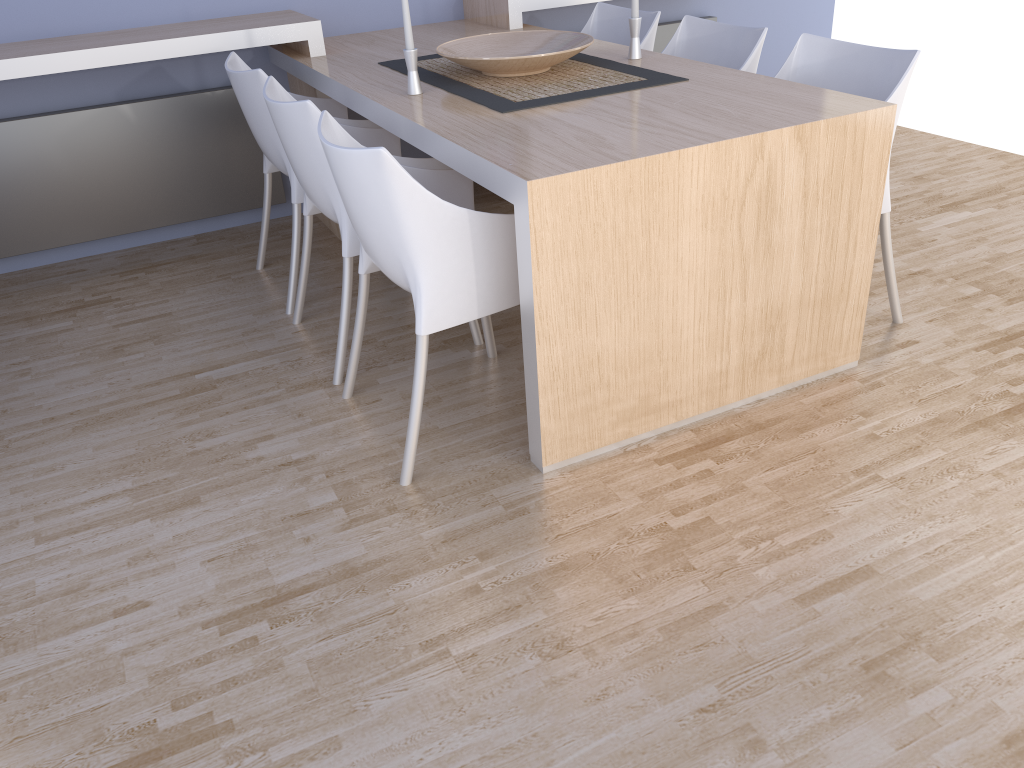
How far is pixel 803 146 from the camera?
2.06m

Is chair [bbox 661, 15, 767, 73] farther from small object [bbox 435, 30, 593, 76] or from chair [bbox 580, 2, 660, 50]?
small object [bbox 435, 30, 593, 76]

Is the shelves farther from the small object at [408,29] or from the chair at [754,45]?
the small object at [408,29]

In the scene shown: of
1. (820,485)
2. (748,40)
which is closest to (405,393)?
(820,485)

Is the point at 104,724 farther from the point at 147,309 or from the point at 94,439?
the point at 147,309

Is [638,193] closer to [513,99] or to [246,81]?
[513,99]

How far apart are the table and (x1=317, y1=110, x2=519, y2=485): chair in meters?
0.1 m

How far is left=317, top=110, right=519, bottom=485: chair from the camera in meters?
1.9 m

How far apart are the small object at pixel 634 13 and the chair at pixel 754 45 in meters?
0.3

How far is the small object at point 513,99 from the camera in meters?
2.4
